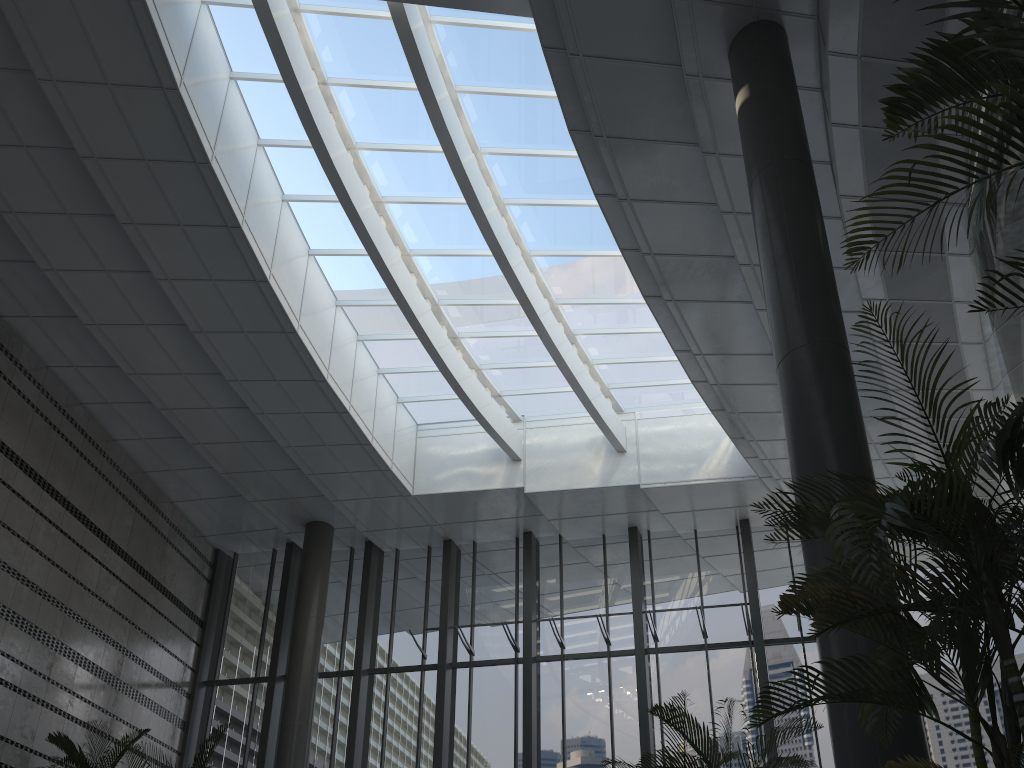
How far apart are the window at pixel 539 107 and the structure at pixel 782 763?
6.0 meters

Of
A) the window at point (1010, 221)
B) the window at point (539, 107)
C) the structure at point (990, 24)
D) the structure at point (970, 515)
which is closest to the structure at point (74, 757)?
the window at point (539, 107)

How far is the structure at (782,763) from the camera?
5.1 meters

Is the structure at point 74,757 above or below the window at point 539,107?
below

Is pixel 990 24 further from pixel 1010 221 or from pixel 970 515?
pixel 1010 221

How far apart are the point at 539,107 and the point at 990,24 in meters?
7.9 m

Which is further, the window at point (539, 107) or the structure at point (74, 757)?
the window at point (539, 107)

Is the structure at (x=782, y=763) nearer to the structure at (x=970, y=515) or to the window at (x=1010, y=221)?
the structure at (x=970, y=515)

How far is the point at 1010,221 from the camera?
6.74m

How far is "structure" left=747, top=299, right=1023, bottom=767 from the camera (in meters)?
2.65
